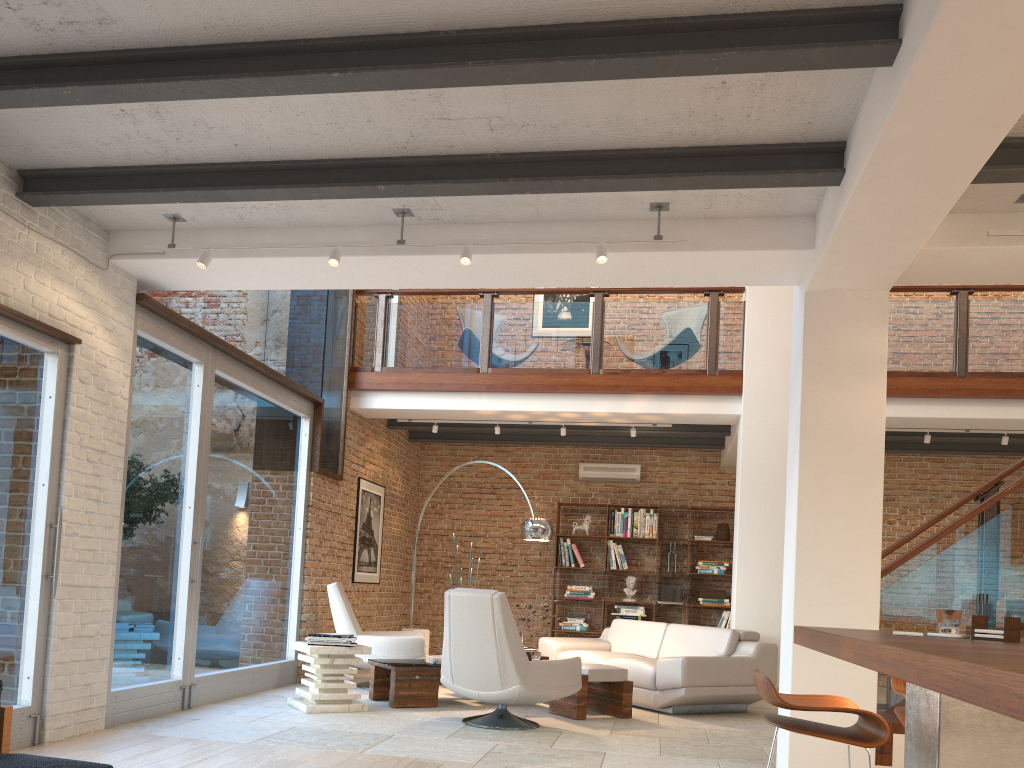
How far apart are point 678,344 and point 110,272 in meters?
5.5

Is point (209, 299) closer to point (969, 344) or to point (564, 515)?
point (564, 515)

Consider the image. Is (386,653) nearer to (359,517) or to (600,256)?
(359,517)

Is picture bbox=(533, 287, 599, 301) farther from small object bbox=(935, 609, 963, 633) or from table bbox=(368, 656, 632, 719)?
small object bbox=(935, 609, 963, 633)

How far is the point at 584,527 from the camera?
11.3m

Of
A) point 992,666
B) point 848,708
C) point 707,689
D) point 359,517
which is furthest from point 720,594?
point 992,666

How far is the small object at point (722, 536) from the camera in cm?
1094

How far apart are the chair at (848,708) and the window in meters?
3.8

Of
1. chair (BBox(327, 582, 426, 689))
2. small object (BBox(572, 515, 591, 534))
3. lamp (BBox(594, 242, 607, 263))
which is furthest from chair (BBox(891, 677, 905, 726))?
small object (BBox(572, 515, 591, 534))

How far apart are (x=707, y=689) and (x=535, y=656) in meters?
1.4
